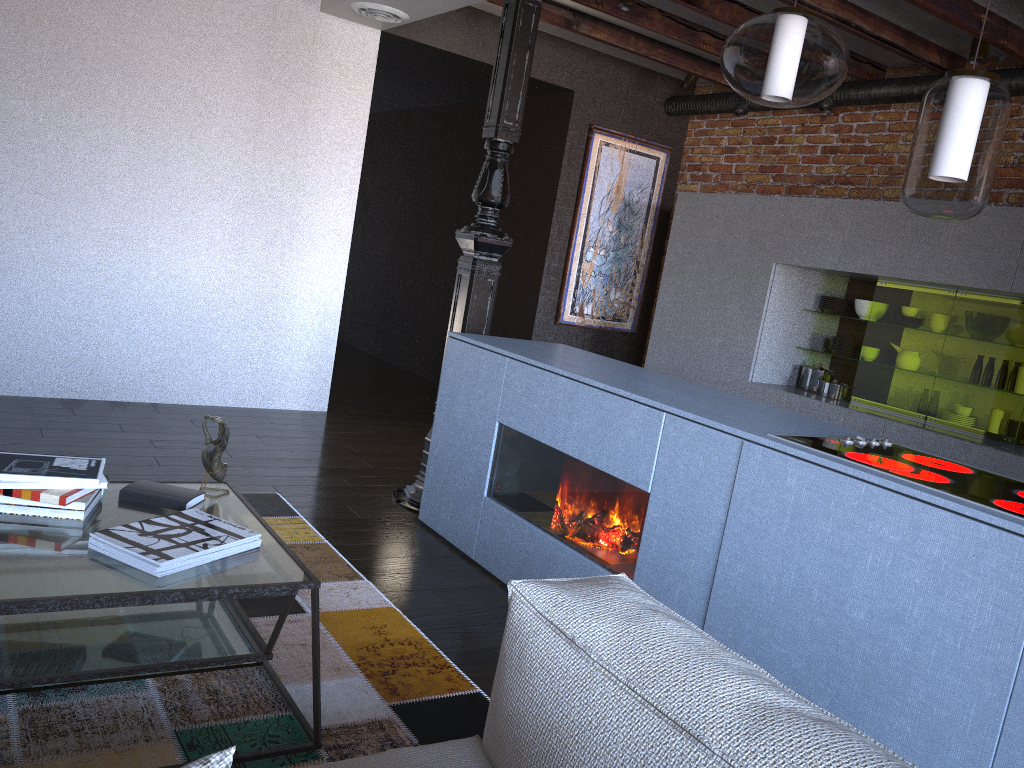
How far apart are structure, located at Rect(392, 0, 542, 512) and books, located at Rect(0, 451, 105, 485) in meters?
1.9 m

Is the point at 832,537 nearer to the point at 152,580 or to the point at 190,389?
the point at 152,580

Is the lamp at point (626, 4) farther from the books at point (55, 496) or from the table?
the books at point (55, 496)

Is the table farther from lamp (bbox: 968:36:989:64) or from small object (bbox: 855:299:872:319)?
lamp (bbox: 968:36:989:64)

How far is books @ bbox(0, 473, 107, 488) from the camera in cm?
→ 204

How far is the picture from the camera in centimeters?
650cm

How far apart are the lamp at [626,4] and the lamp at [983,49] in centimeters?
171cm

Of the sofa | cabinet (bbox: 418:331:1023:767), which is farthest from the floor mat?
the sofa

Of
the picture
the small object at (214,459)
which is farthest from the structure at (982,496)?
the picture

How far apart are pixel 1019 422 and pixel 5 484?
4.3m
